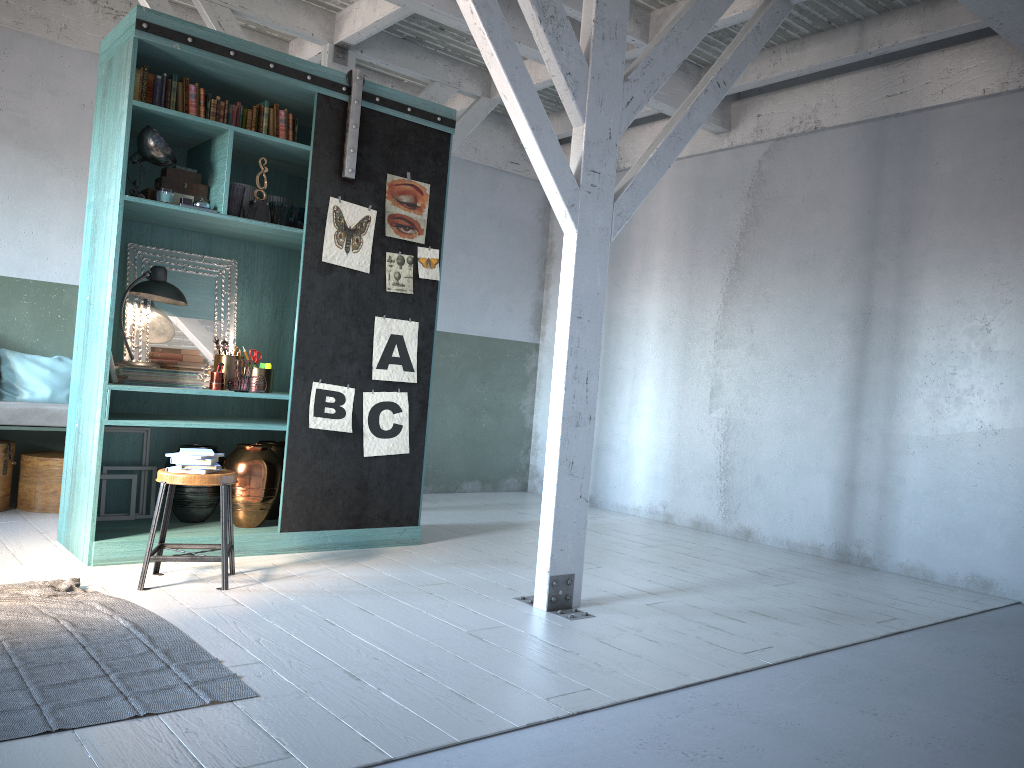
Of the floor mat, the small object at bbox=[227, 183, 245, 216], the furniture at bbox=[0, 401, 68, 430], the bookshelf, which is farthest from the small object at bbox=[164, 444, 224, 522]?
the small object at bbox=[227, 183, 245, 216]

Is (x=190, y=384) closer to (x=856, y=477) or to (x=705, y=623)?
(x=705, y=623)

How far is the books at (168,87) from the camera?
5.9 meters

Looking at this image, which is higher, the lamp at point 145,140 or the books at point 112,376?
the lamp at point 145,140

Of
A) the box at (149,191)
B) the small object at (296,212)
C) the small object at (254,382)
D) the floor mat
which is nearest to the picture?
the small object at (296,212)

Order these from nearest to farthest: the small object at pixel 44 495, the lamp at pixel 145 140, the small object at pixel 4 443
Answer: the lamp at pixel 145 140 < the small object at pixel 4 443 < the small object at pixel 44 495

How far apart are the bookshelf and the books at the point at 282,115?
0.1m

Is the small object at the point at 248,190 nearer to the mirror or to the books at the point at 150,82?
the mirror

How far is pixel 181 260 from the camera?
6.66m

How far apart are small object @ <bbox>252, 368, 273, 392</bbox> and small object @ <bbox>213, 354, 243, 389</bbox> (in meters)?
0.18
